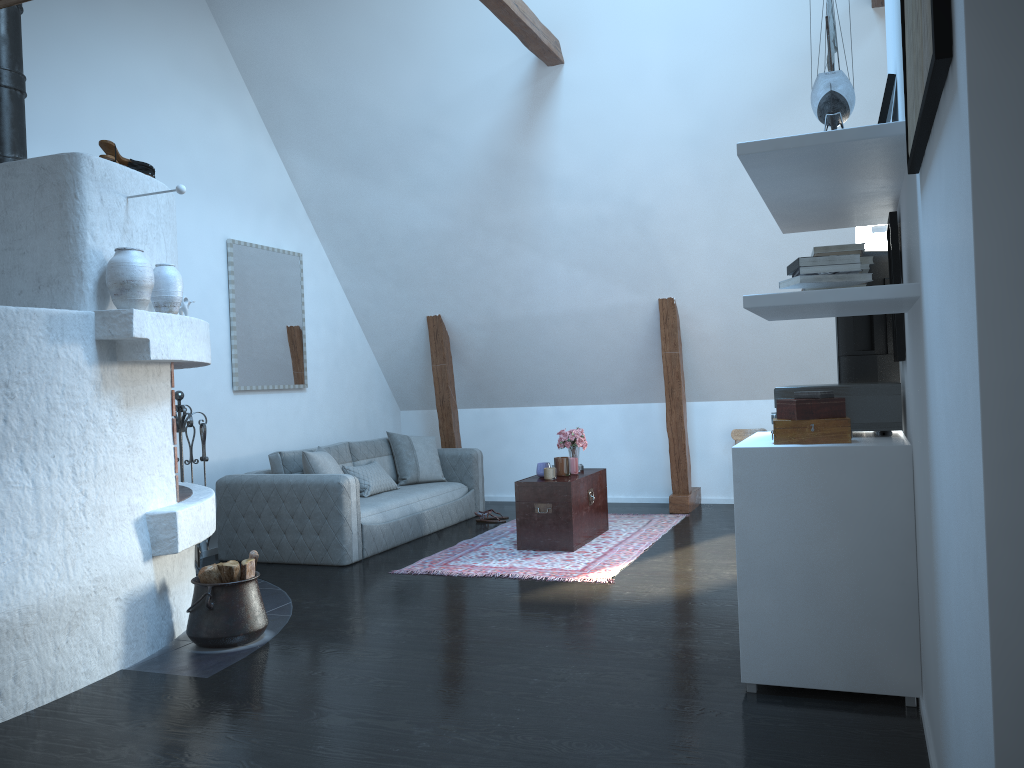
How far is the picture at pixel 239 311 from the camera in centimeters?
699cm

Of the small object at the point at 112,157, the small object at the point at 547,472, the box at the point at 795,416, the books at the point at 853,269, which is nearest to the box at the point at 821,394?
the box at the point at 795,416

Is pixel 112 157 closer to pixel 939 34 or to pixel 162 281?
pixel 162 281

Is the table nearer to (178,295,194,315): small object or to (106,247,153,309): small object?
(178,295,194,315): small object

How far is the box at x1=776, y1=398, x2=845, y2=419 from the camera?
3.30m

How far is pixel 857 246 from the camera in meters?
2.8

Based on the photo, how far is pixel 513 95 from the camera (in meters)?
6.69

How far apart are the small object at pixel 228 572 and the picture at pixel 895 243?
3.0m

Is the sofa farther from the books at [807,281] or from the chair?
the books at [807,281]

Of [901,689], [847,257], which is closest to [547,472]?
[901,689]
